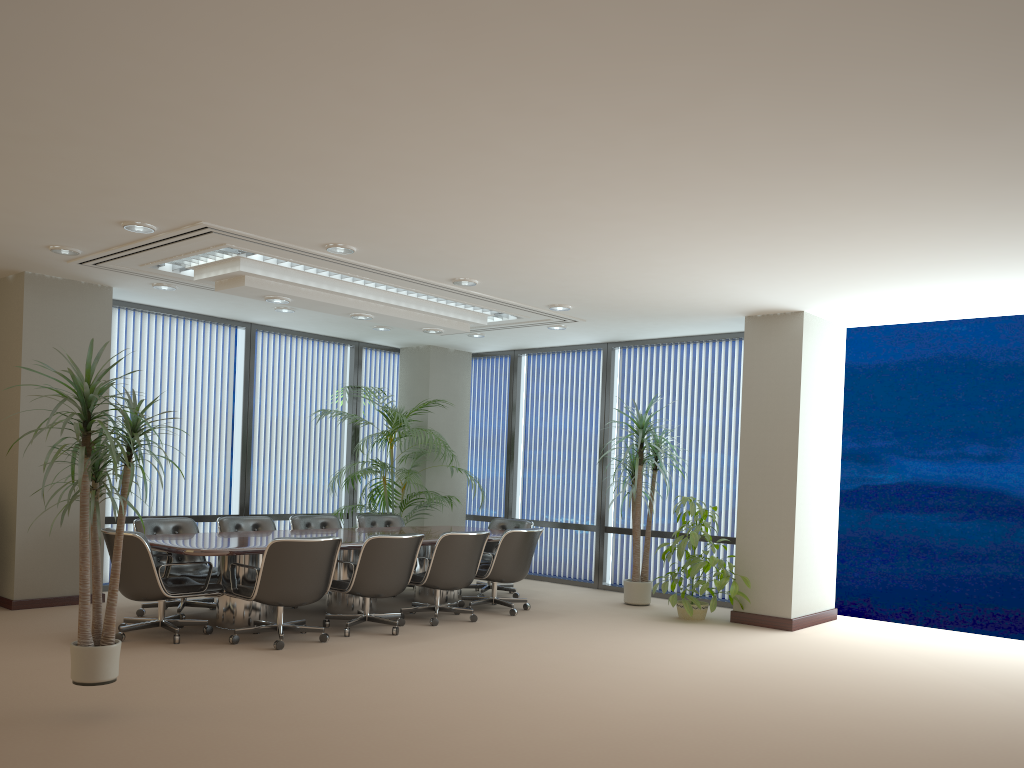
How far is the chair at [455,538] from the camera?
7.8 meters

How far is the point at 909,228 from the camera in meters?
5.6

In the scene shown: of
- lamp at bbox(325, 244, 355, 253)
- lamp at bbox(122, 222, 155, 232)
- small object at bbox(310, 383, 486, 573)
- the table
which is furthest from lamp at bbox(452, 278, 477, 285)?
small object at bbox(310, 383, 486, 573)

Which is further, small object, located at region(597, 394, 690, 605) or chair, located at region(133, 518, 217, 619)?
small object, located at region(597, 394, 690, 605)

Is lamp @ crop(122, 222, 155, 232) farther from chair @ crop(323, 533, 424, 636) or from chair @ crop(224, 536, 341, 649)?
chair @ crop(323, 533, 424, 636)

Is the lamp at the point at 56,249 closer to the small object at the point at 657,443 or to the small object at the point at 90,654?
the small object at the point at 90,654

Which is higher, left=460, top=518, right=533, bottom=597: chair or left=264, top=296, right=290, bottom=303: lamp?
left=264, top=296, right=290, bottom=303: lamp

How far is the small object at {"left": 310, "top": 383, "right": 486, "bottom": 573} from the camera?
10.3m

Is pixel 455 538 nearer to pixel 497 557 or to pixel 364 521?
pixel 497 557

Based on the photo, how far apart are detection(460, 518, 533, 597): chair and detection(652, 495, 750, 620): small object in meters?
1.7 m
